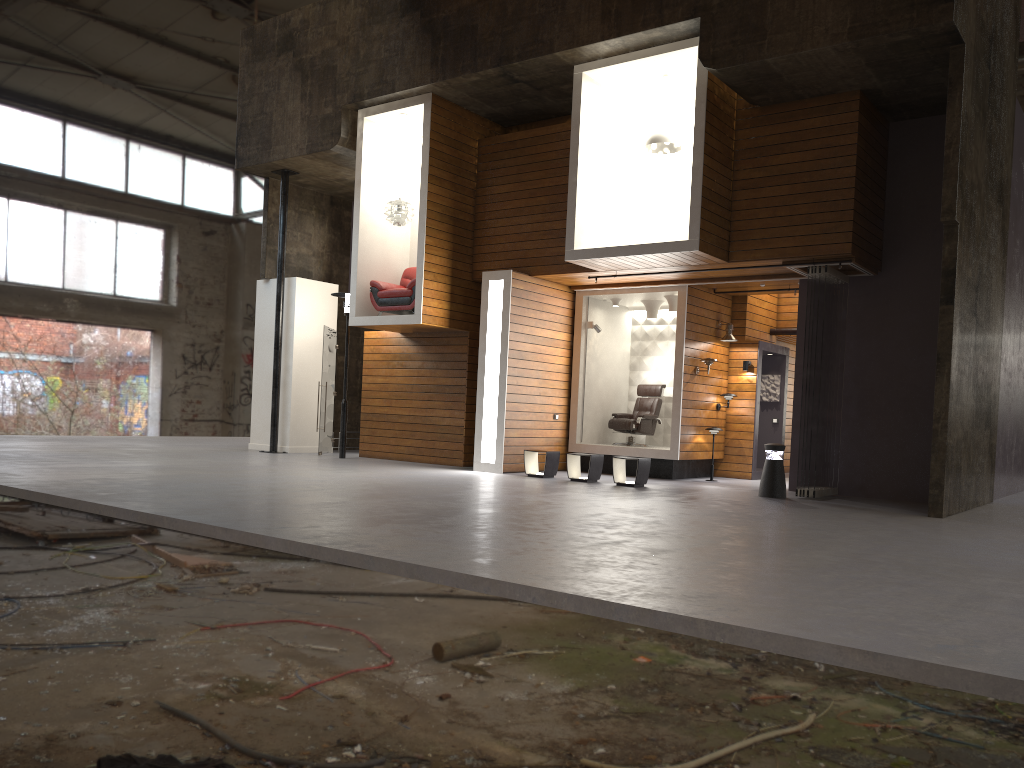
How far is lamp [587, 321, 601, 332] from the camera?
14.7m

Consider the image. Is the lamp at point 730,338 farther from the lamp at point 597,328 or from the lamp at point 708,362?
the lamp at point 597,328

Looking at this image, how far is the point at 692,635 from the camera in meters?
4.2 m

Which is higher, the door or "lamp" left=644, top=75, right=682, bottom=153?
"lamp" left=644, top=75, right=682, bottom=153

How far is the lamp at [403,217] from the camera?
14.2m

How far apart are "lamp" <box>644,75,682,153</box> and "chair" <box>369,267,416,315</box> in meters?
4.1

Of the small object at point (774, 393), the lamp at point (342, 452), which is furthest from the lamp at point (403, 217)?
the small object at point (774, 393)

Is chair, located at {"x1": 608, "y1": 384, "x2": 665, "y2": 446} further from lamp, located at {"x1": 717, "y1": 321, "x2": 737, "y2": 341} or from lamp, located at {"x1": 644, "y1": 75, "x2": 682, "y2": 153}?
lamp, located at {"x1": 644, "y1": 75, "x2": 682, "y2": 153}

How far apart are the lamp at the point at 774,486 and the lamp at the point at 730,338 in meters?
3.4

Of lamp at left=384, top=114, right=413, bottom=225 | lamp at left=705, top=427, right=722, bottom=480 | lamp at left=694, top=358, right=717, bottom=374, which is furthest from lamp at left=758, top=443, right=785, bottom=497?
lamp at left=384, top=114, right=413, bottom=225
